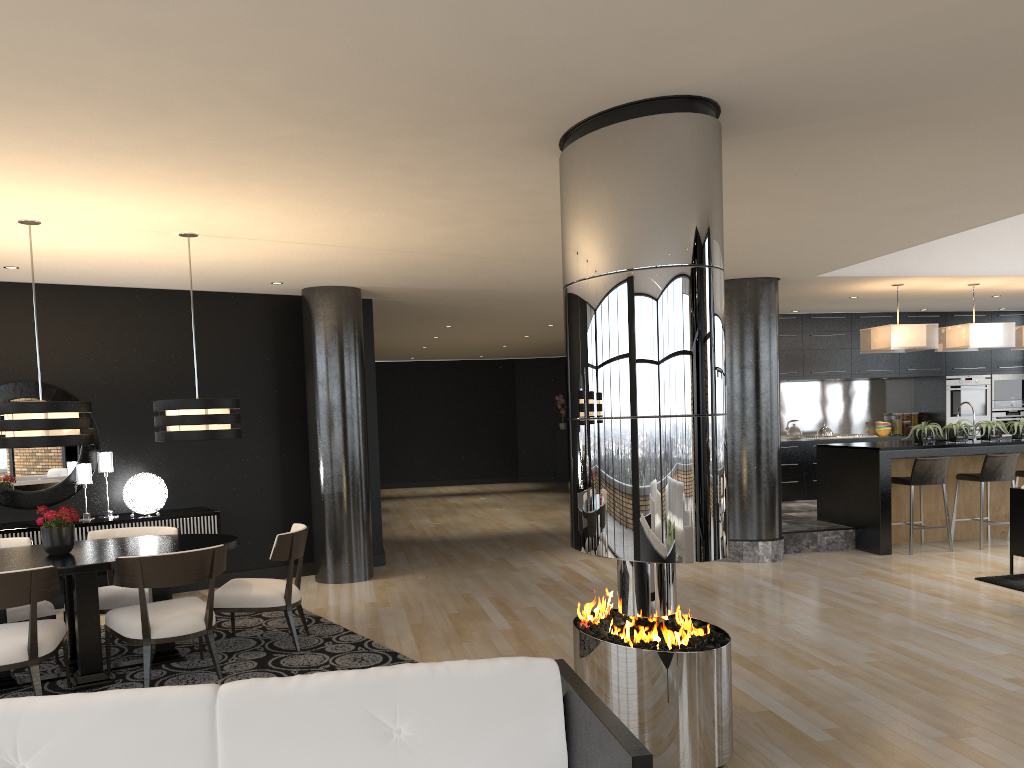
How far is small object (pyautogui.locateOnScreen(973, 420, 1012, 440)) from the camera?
9.1 meters

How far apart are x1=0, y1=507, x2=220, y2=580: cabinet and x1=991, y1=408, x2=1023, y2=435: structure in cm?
1056

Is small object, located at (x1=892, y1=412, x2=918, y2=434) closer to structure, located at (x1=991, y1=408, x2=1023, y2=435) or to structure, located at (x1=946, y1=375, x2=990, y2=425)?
structure, located at (x1=946, y1=375, x2=990, y2=425)

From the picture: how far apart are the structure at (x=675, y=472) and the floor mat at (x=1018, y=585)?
→ 4.2 meters

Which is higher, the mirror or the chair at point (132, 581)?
the mirror

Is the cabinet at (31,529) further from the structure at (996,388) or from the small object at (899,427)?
the structure at (996,388)

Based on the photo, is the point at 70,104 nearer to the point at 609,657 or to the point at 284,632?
the point at 609,657

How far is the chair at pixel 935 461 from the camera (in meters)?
8.63

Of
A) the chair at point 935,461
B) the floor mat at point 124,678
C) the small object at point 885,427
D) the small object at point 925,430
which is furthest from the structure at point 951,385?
the floor mat at point 124,678

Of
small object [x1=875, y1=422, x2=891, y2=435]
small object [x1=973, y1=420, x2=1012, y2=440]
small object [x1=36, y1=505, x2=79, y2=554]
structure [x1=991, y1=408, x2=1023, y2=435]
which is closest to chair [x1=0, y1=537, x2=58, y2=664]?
small object [x1=36, y1=505, x2=79, y2=554]
